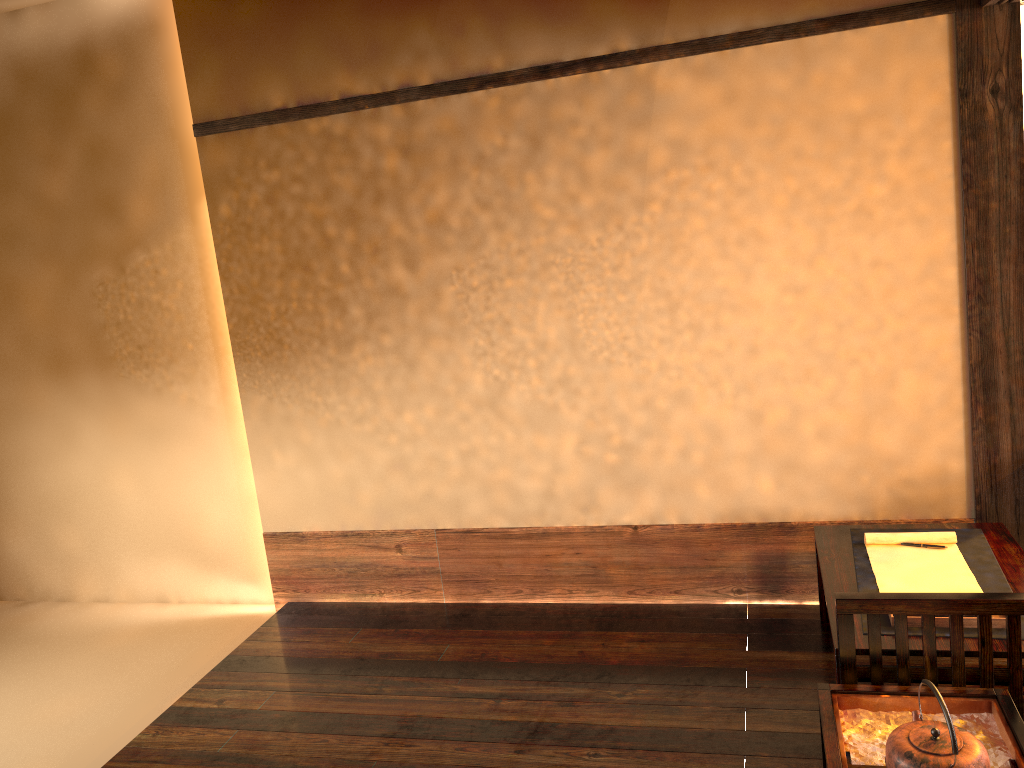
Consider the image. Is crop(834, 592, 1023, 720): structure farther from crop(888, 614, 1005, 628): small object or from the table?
crop(888, 614, 1005, 628): small object

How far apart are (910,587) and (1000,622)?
0.3 meters

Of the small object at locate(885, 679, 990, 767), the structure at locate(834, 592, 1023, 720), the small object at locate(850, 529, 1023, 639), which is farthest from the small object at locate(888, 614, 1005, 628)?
the small object at locate(885, 679, 990, 767)

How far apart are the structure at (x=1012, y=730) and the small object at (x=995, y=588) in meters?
0.2

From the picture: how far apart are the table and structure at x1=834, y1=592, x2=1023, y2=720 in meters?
0.0 m

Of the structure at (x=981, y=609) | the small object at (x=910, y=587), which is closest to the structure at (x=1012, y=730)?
the structure at (x=981, y=609)

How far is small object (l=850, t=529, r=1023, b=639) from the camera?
2.5m

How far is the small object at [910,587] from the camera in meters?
2.6 m

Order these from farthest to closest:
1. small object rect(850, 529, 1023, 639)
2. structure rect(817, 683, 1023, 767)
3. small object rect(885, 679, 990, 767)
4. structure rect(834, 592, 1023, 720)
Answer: small object rect(850, 529, 1023, 639) < structure rect(834, 592, 1023, 720) < structure rect(817, 683, 1023, 767) < small object rect(885, 679, 990, 767)

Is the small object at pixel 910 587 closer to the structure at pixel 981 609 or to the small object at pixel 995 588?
the small object at pixel 995 588
